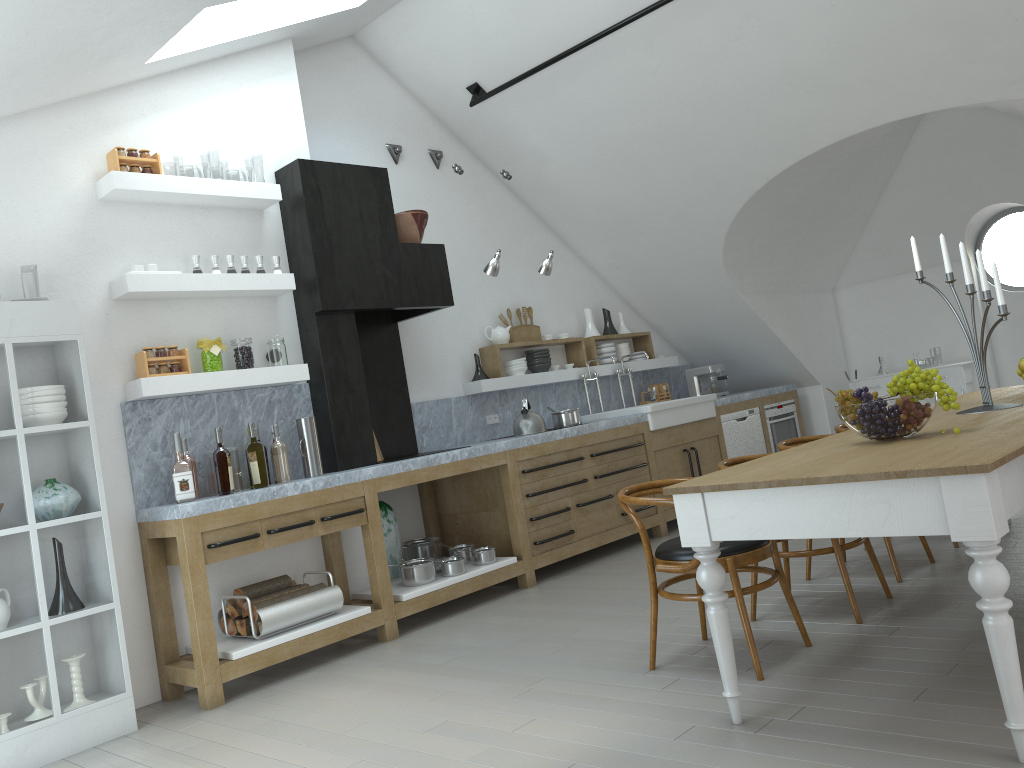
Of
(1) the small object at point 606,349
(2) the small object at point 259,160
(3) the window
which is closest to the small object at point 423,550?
(1) the small object at point 606,349

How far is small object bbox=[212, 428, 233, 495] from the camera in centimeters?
452cm

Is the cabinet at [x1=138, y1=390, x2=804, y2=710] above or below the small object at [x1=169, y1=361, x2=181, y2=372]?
below

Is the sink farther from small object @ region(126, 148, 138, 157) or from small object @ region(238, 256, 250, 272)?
small object @ region(126, 148, 138, 157)

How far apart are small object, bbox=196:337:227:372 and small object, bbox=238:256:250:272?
0.5m

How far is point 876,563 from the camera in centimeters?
412cm

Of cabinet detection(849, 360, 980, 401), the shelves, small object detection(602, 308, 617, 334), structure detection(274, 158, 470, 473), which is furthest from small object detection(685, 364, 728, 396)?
structure detection(274, 158, 470, 473)

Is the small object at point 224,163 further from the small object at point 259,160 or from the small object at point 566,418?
the small object at point 566,418

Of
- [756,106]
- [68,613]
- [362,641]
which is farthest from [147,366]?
[68,613]

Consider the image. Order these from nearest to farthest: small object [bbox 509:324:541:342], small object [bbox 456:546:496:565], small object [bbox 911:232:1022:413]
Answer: small object [bbox 911:232:1022:413] < small object [bbox 456:546:496:565] < small object [bbox 509:324:541:342]
